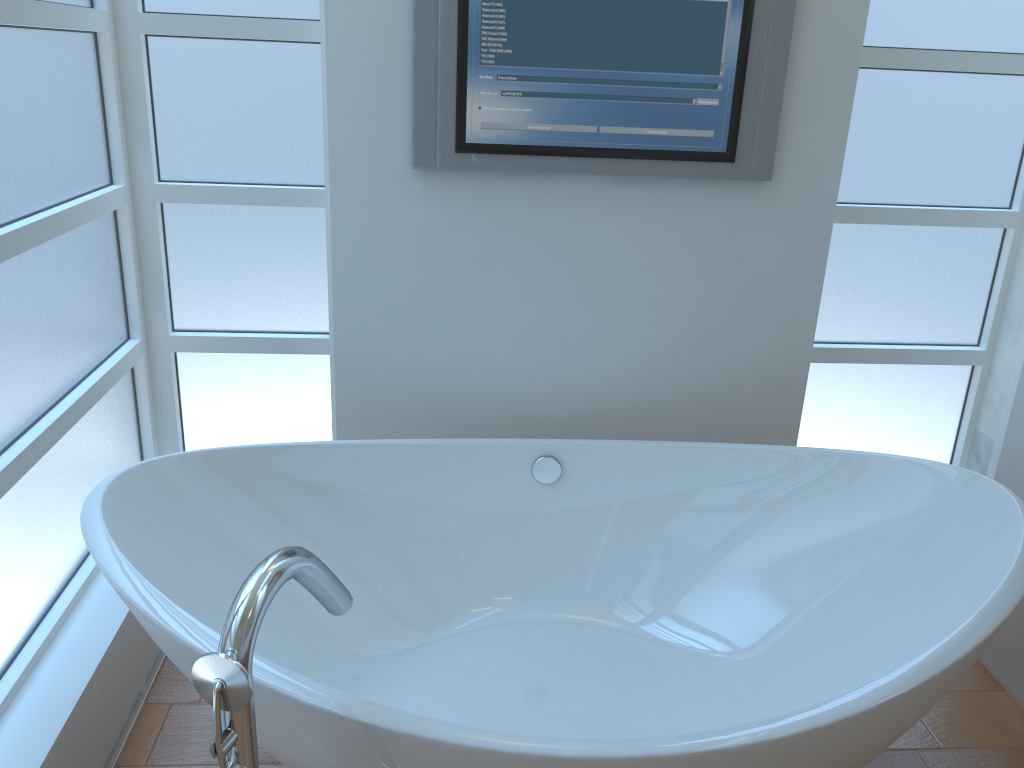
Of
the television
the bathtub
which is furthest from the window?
the television

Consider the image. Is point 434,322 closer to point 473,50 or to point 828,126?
point 473,50

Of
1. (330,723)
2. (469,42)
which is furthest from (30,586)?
(469,42)

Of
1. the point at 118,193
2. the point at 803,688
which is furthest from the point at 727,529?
the point at 118,193

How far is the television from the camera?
2.0 meters

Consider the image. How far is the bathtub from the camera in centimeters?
129cm

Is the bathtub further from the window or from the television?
the television

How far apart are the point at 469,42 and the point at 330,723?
1.5 meters

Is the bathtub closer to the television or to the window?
the window

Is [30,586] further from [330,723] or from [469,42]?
[469,42]
